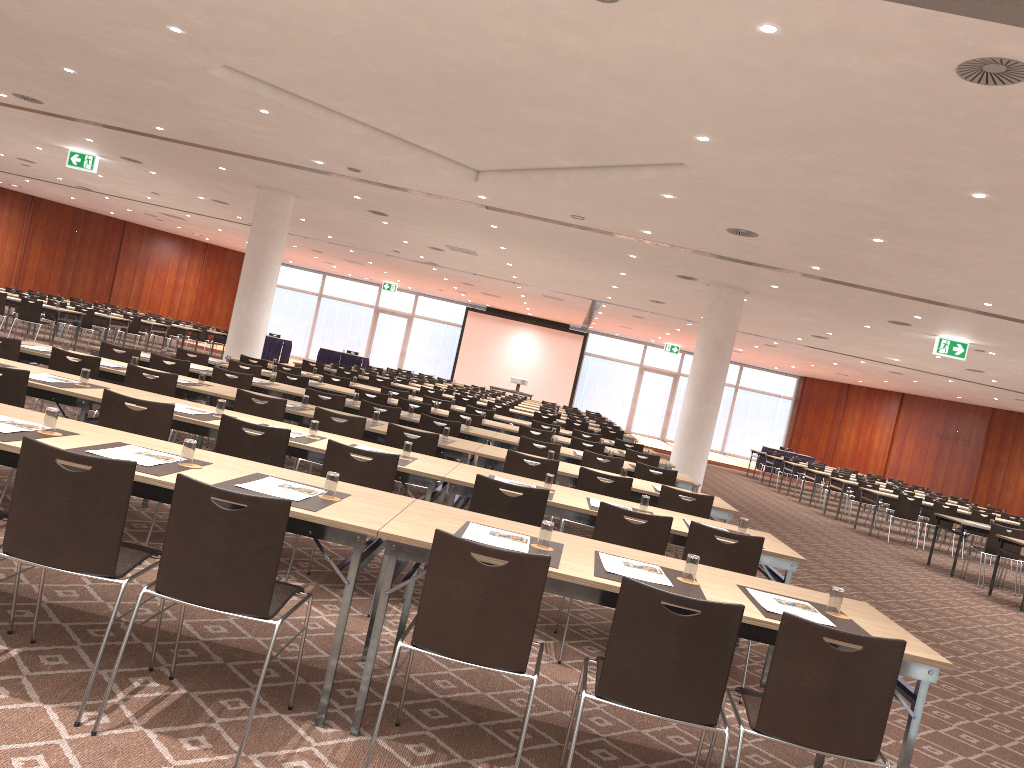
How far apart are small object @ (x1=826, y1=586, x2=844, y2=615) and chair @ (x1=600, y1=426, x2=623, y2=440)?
12.8m

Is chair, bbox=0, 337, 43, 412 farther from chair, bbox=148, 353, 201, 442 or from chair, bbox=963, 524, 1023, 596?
chair, bbox=963, 524, 1023, 596

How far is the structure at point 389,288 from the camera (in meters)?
35.58

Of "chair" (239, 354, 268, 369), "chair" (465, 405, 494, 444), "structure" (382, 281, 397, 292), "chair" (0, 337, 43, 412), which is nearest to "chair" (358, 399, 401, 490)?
"chair" (0, 337, 43, 412)

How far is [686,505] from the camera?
7.1m

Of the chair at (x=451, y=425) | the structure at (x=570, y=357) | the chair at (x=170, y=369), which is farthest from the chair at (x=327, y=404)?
the structure at (x=570, y=357)

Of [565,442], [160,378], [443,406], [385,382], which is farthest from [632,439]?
[160,378]

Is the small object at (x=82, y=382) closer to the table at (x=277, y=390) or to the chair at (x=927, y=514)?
the table at (x=277, y=390)

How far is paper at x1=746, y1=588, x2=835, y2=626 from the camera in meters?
3.7

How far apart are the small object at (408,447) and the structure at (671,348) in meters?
30.0
